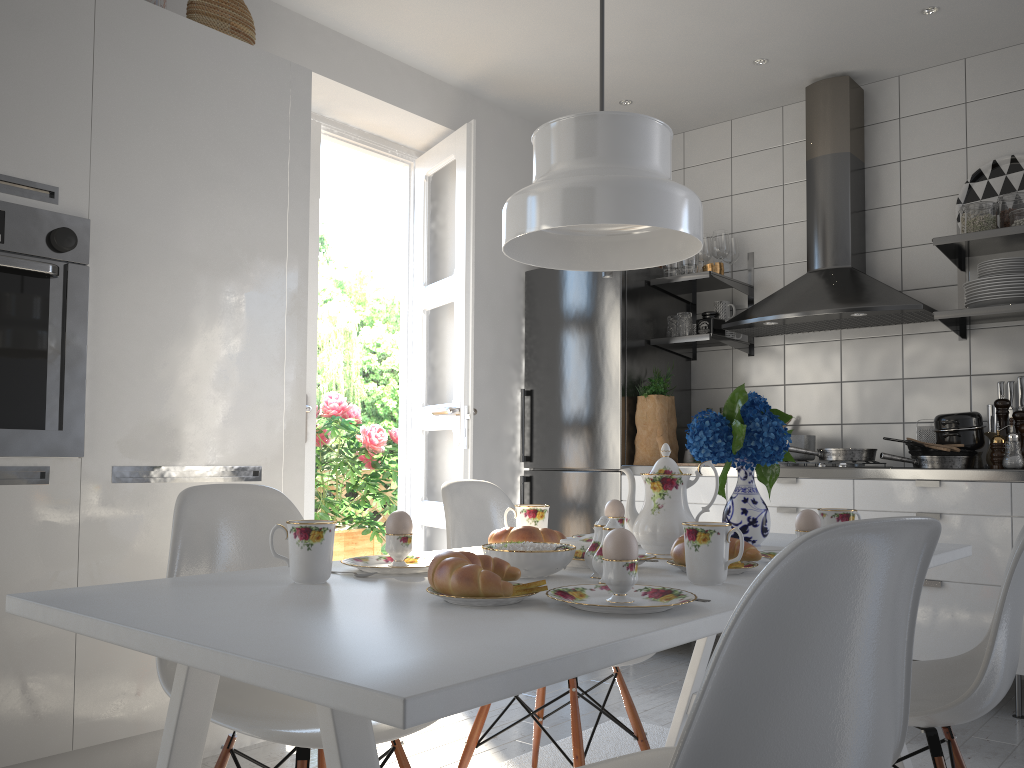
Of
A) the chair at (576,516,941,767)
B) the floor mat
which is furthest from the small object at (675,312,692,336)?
the chair at (576,516,941,767)

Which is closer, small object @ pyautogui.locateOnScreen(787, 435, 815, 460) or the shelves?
the shelves

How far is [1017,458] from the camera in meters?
3.2 m

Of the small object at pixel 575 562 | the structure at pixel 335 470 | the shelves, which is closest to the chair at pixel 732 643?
the small object at pixel 575 562

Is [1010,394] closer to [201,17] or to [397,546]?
[397,546]

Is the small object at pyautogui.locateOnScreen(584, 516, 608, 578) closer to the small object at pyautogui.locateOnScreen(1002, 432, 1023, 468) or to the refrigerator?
the small object at pyautogui.locateOnScreen(1002, 432, 1023, 468)

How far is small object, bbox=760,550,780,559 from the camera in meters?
1.7

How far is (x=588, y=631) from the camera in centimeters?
99cm

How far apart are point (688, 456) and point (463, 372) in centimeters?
119cm

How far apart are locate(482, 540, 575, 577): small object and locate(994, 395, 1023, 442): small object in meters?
2.6
